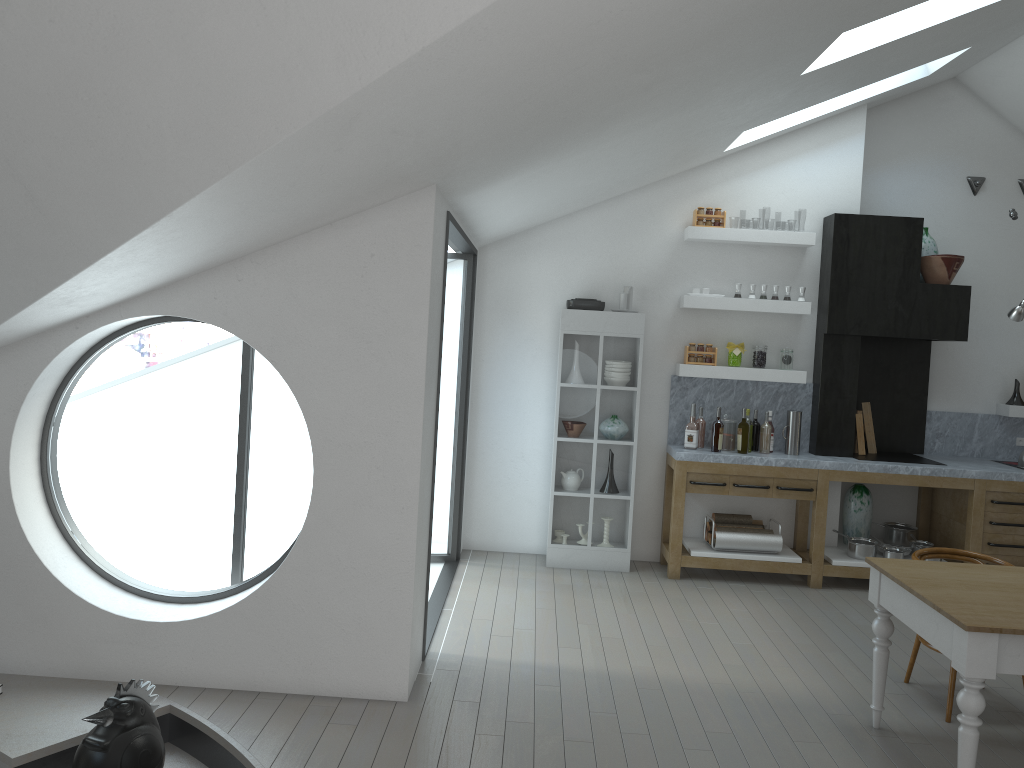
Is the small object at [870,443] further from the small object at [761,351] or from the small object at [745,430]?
the small object at [745,430]

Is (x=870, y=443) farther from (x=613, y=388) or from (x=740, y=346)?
(x=613, y=388)

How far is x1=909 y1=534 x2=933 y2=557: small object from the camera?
7.0m

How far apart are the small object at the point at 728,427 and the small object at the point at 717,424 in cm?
14

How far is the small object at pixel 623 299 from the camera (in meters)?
6.84

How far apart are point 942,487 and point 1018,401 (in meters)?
1.38

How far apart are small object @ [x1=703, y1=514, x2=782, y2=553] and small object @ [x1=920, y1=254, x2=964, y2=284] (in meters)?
2.33

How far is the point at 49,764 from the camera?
3.63m

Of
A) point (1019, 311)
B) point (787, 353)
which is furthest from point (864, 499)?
point (1019, 311)

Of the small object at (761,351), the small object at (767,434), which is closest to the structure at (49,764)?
the small object at (767,434)
